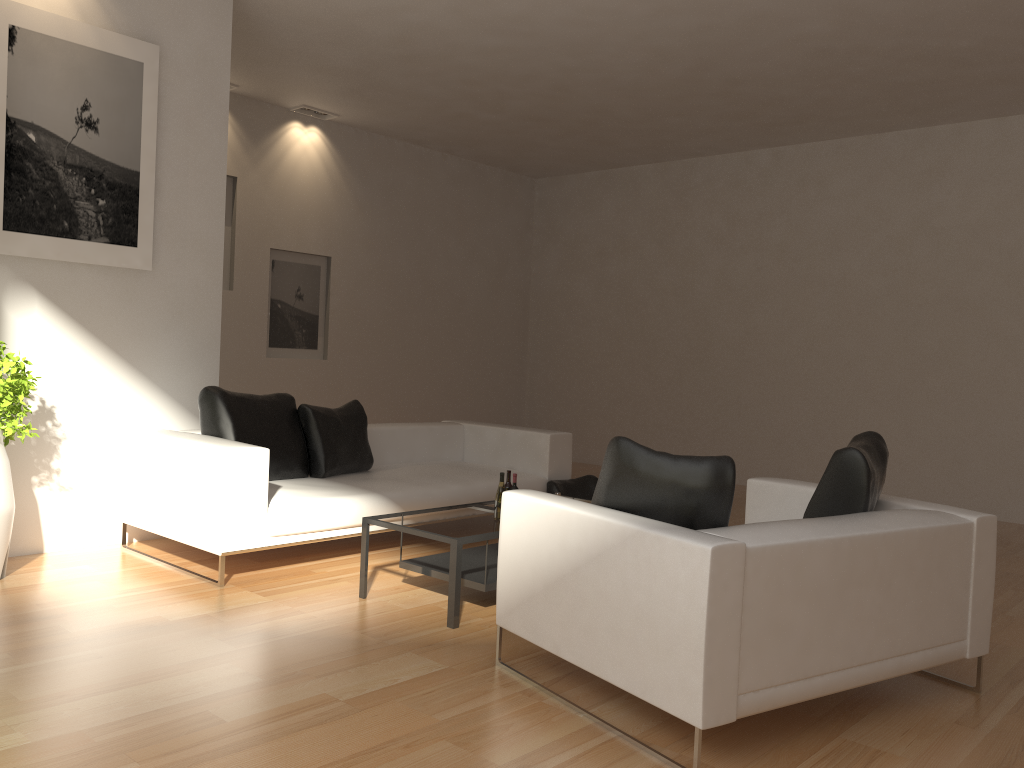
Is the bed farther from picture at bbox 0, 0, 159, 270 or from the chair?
the chair

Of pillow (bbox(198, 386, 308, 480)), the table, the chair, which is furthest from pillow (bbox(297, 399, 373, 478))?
the chair

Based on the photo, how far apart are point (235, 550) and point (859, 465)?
3.21m

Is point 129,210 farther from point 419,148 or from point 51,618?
point 419,148

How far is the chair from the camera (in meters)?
2.80

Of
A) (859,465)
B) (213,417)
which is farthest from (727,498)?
(213,417)

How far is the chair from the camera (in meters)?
2.80

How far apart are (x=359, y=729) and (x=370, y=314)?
7.36m

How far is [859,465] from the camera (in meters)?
3.57

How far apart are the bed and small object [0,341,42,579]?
0.7 meters
